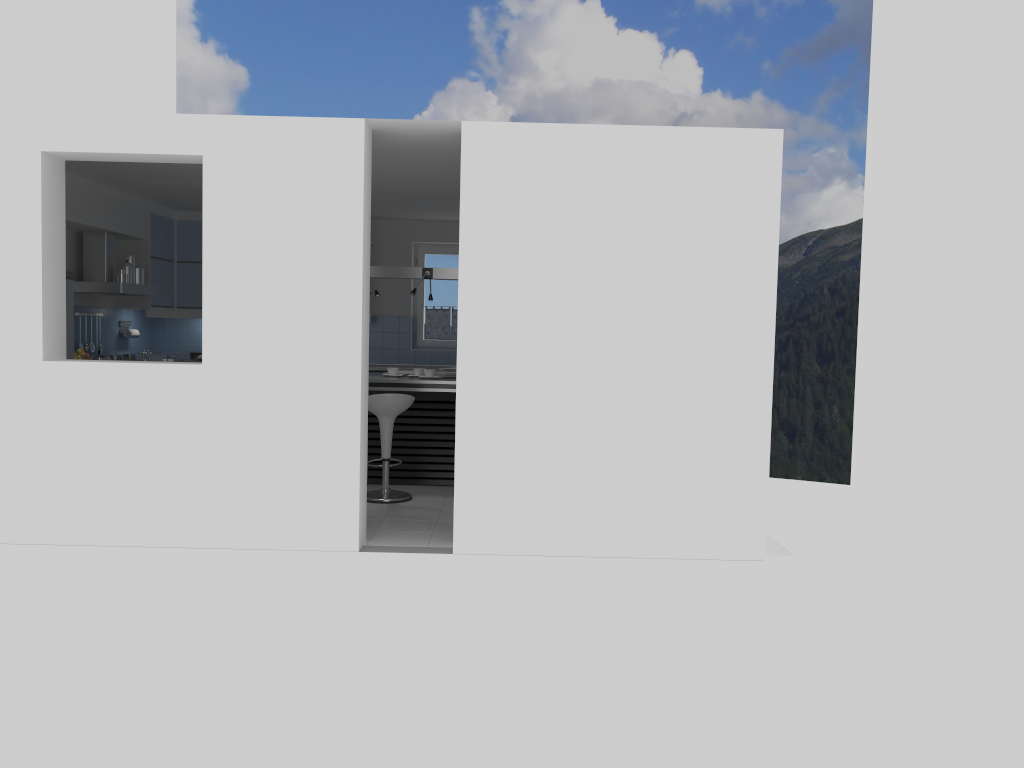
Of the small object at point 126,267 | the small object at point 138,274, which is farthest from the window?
the small object at point 126,267

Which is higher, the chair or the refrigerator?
the refrigerator

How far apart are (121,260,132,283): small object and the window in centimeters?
343cm

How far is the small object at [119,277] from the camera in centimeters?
864cm

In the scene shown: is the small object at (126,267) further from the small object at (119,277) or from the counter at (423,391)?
the counter at (423,391)

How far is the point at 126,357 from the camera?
9.5m

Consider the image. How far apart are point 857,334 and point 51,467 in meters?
23.5

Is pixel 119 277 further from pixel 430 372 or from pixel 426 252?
pixel 426 252

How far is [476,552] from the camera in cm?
566

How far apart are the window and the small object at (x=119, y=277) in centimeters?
351cm
